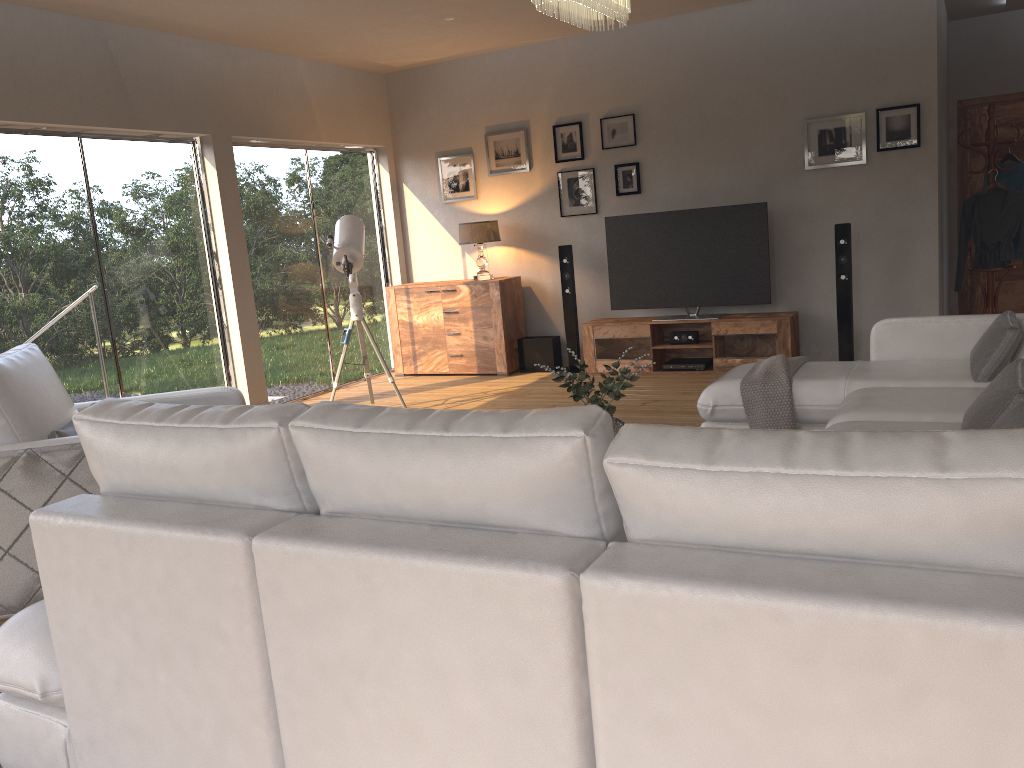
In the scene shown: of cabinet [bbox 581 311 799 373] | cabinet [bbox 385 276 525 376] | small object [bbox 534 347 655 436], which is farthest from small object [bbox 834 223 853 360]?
small object [bbox 534 347 655 436]

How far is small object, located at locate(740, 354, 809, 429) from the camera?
4.1m

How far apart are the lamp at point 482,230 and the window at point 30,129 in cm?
214

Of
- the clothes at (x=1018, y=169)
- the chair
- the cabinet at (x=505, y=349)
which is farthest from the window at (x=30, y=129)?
the clothes at (x=1018, y=169)

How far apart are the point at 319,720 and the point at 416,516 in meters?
0.4

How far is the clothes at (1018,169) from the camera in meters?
6.8 m

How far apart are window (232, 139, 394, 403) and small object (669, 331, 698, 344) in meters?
2.9

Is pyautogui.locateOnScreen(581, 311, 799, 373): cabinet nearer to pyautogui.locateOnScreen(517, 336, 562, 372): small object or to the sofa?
pyautogui.locateOnScreen(517, 336, 562, 372): small object

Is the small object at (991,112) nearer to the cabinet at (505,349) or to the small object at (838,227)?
the small object at (838,227)

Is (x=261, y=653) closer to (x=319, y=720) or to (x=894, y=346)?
(x=319, y=720)
